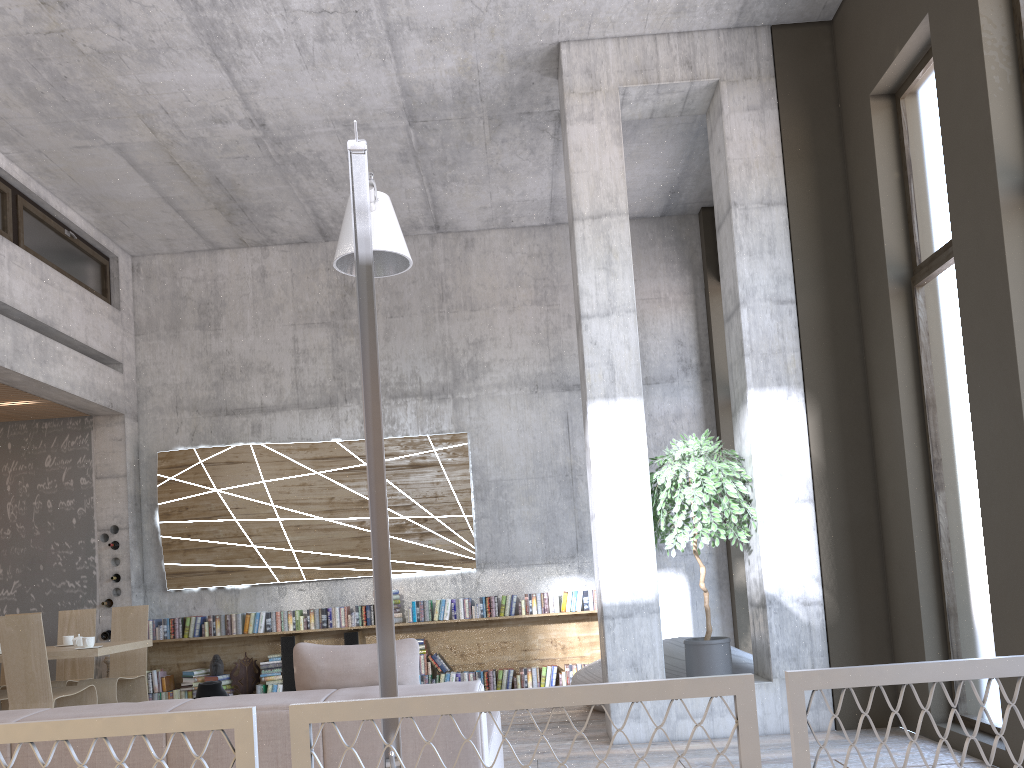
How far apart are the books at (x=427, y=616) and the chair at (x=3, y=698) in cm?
362

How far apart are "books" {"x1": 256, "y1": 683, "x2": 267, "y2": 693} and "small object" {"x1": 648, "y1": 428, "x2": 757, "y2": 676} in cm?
481

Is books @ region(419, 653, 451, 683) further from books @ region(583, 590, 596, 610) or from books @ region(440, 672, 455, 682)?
books @ region(583, 590, 596, 610)

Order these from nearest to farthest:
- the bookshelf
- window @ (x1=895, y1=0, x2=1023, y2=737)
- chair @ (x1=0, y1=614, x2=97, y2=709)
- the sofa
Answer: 1. the sofa
2. window @ (x1=895, y1=0, x2=1023, y2=737)
3. chair @ (x1=0, y1=614, x2=97, y2=709)
4. the bookshelf

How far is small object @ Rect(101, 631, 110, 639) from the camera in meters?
9.1 m

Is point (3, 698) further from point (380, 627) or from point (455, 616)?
point (380, 627)

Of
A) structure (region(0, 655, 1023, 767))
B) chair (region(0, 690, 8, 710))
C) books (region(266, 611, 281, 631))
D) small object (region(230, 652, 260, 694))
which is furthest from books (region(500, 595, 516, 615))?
structure (region(0, 655, 1023, 767))

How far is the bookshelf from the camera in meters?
9.2 m

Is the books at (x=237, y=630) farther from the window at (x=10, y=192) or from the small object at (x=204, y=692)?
the window at (x=10, y=192)

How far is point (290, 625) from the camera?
9.1m
